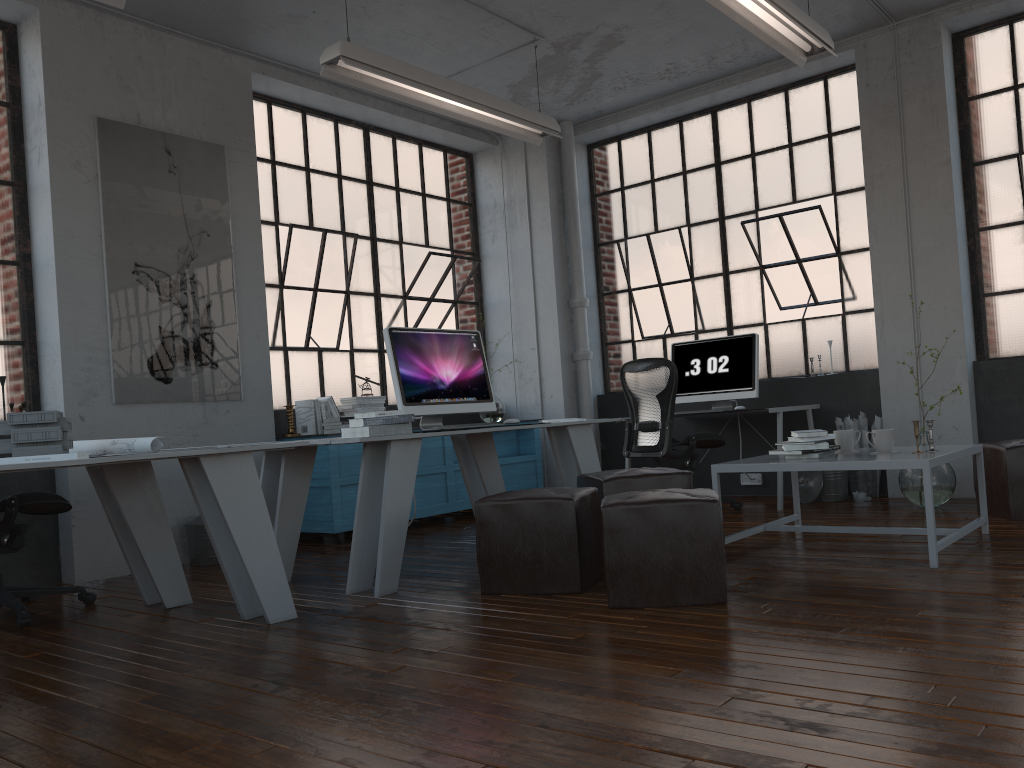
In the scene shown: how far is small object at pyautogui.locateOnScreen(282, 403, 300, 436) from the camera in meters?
6.0 m

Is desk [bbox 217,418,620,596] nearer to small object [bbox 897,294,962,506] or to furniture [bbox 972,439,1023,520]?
small object [bbox 897,294,962,506]

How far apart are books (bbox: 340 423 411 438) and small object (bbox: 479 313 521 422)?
3.2 meters

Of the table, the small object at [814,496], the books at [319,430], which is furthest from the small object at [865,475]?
the books at [319,430]

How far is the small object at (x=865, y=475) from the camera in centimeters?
621cm

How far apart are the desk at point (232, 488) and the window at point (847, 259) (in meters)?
4.68

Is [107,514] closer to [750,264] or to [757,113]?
[750,264]

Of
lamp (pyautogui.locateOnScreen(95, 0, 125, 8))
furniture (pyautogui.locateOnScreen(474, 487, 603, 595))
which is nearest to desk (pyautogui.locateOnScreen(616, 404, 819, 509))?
furniture (pyautogui.locateOnScreen(474, 487, 603, 595))

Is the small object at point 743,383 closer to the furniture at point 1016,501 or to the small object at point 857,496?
the small object at point 857,496

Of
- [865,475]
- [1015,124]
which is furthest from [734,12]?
[865,475]
